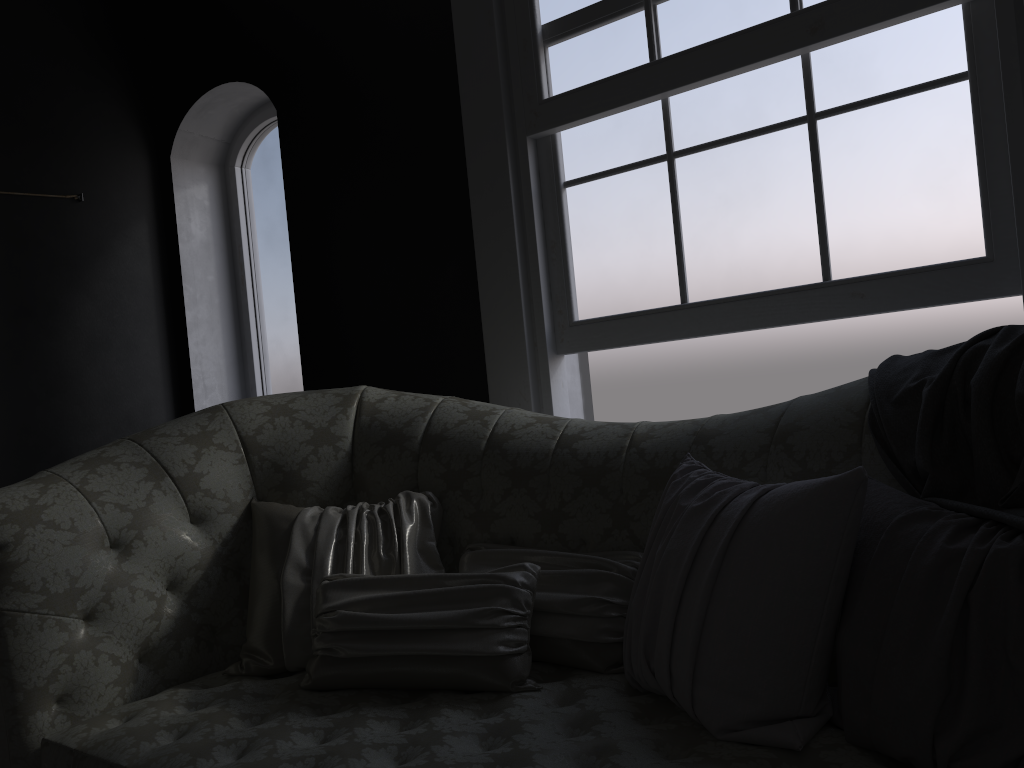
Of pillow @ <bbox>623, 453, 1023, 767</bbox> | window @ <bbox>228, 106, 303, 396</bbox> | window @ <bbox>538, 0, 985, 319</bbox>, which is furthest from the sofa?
window @ <bbox>228, 106, 303, 396</bbox>

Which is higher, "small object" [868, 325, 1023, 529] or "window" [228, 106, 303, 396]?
"window" [228, 106, 303, 396]

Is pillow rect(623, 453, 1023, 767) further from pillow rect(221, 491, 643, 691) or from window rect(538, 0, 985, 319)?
window rect(538, 0, 985, 319)

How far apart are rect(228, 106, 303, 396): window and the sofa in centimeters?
178cm

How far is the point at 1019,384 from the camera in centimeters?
147cm

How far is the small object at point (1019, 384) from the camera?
1.47m

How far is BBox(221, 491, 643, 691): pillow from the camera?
1.8 meters

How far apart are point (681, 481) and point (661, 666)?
0.4m

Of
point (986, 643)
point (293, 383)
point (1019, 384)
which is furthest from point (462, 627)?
point (293, 383)

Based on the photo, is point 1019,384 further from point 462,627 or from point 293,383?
point 293,383
